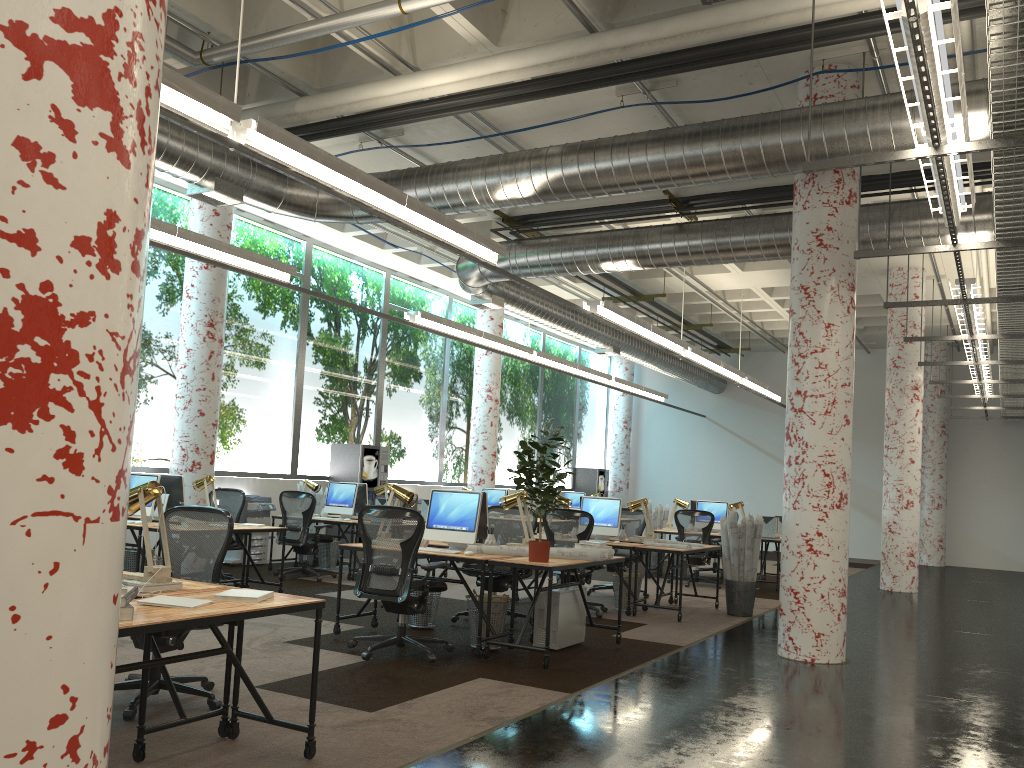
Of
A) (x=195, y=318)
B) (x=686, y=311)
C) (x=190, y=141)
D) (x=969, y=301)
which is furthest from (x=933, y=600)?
(x=190, y=141)

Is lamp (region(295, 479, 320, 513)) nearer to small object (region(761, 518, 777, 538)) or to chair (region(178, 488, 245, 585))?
chair (region(178, 488, 245, 585))

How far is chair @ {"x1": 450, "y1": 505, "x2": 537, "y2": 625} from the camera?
8.03m

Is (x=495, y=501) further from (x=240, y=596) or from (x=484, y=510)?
(x=240, y=596)

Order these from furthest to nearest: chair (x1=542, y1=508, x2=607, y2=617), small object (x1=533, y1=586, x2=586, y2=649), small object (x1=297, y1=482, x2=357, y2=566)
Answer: small object (x1=297, y1=482, x2=357, y2=566) → chair (x1=542, y1=508, x2=607, y2=617) → small object (x1=533, y1=586, x2=586, y2=649)

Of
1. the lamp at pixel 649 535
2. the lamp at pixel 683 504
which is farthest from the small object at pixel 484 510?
the lamp at pixel 683 504

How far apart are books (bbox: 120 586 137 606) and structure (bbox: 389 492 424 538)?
12.0m

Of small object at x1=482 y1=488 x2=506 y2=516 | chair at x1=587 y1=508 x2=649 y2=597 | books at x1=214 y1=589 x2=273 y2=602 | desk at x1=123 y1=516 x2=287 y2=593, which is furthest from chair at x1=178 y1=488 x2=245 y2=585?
books at x1=214 y1=589 x2=273 y2=602

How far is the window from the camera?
11.6 meters

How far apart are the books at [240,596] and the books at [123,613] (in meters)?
0.63
